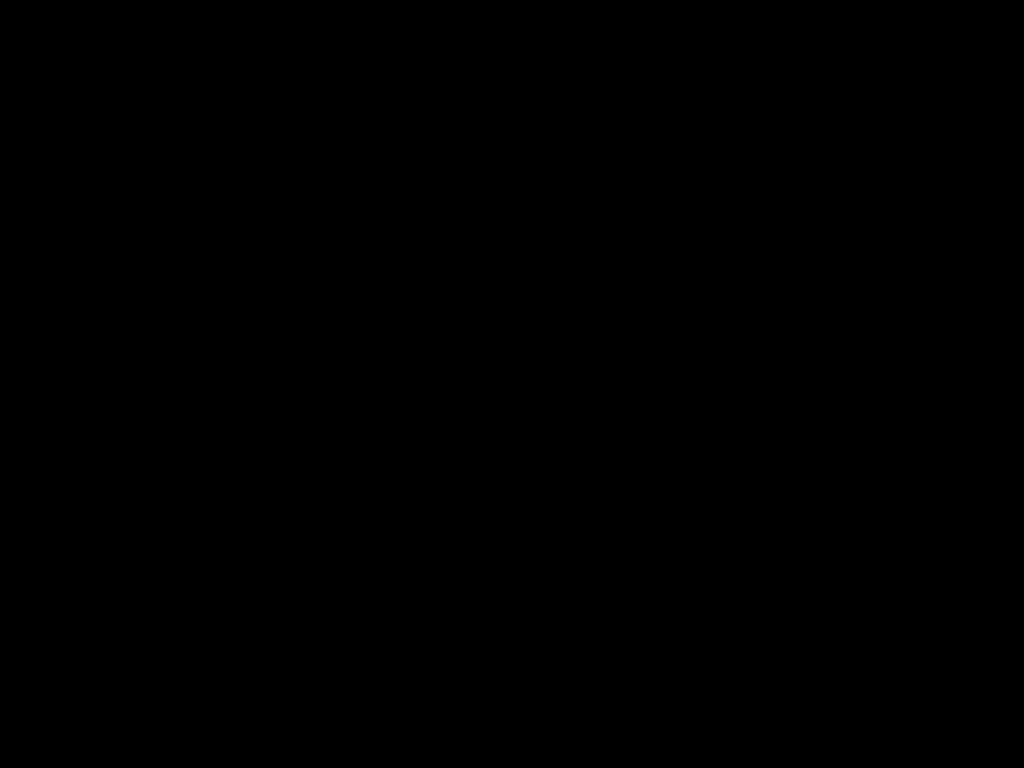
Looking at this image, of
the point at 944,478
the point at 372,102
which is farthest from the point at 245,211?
the point at 372,102
